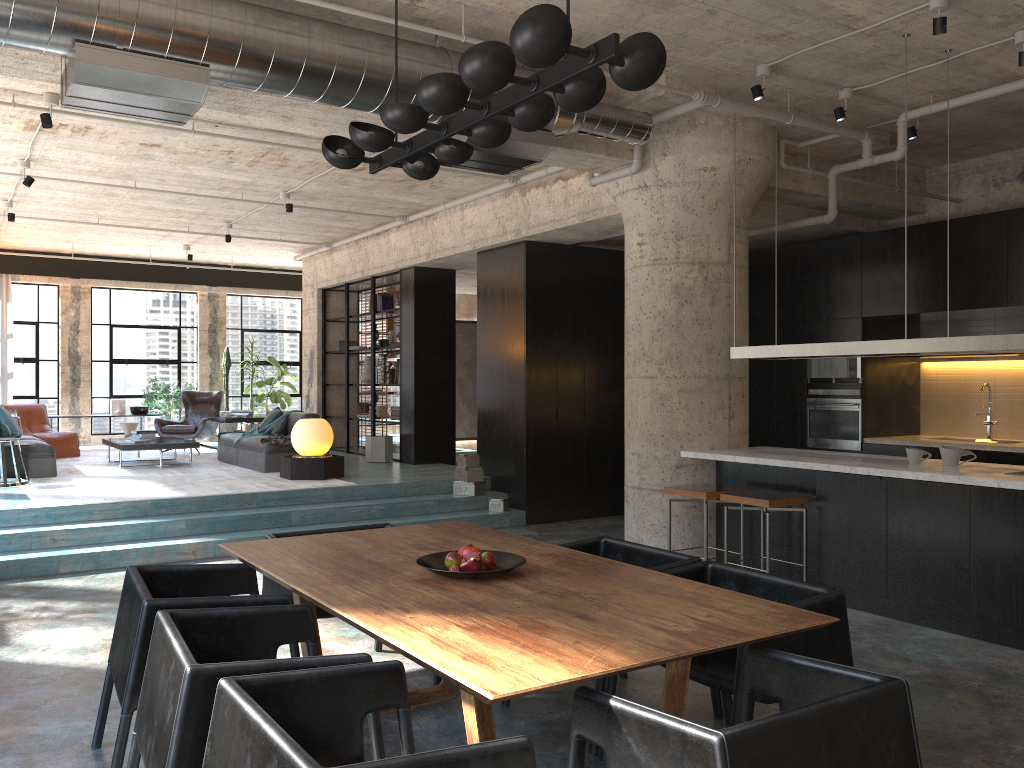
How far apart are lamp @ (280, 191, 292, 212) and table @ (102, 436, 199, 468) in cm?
325

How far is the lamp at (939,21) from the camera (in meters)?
5.17

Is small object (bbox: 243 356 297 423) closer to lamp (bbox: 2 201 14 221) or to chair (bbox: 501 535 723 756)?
lamp (bbox: 2 201 14 221)

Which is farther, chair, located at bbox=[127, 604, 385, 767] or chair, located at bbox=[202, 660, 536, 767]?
chair, located at bbox=[127, 604, 385, 767]

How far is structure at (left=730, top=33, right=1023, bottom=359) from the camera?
5.3 meters

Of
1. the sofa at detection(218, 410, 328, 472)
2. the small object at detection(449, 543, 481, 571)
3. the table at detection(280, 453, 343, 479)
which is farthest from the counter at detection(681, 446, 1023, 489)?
the sofa at detection(218, 410, 328, 472)

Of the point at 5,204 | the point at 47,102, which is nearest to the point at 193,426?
the point at 5,204

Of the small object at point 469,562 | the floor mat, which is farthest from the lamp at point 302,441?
the small object at point 469,562

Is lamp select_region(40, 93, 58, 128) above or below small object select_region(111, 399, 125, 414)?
above

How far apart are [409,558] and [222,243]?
11.0m
